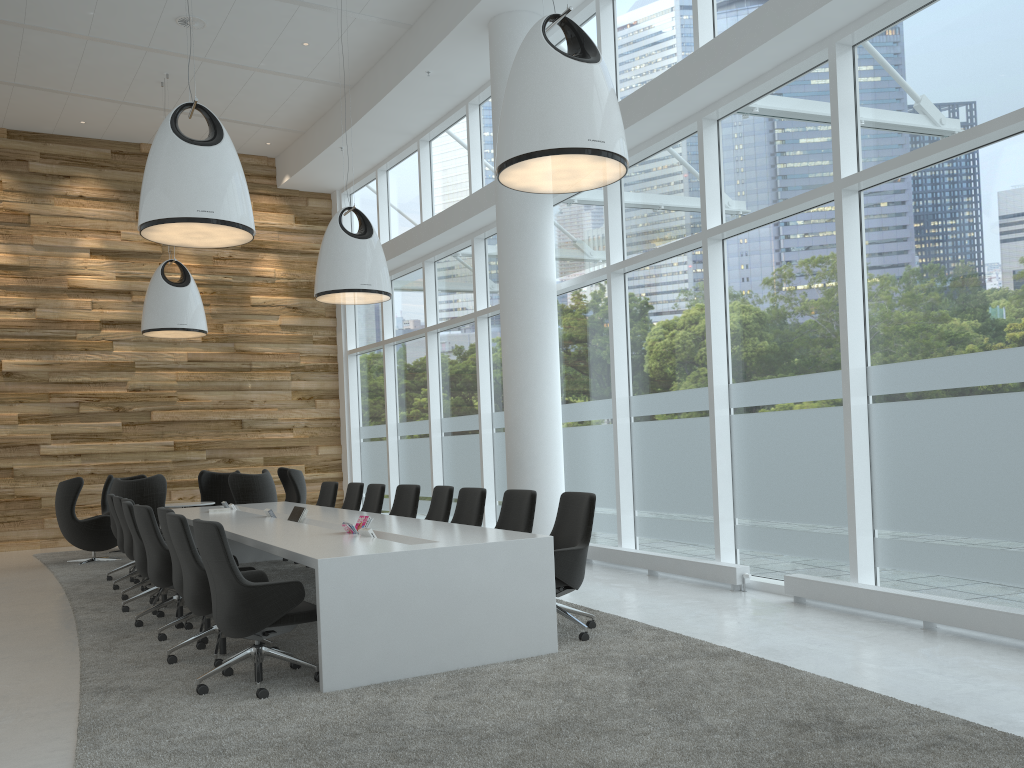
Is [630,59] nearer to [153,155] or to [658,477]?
[658,477]

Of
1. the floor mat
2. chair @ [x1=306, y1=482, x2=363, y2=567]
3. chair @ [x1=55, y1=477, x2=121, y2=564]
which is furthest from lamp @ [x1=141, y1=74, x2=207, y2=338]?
chair @ [x1=306, y1=482, x2=363, y2=567]

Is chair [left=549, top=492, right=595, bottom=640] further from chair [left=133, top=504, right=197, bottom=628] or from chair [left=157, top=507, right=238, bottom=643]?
chair [left=133, top=504, right=197, bottom=628]

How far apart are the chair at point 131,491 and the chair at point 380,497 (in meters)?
3.03

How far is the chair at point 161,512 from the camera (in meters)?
6.32

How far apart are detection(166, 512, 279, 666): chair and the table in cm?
44

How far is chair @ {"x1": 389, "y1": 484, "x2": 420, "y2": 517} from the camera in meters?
8.8

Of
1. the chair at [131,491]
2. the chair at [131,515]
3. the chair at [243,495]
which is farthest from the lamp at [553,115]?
the chair at [131,491]

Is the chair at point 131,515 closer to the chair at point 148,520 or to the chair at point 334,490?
the chair at point 148,520

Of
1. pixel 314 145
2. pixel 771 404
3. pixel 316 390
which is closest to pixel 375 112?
pixel 314 145
